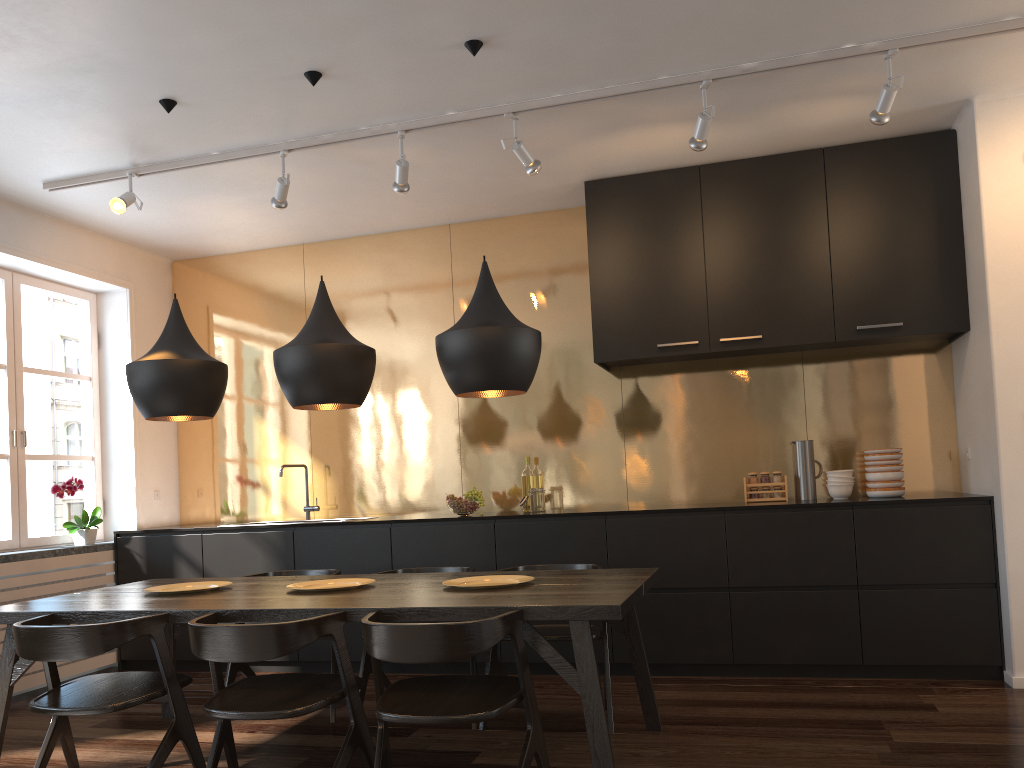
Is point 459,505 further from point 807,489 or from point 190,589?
point 807,489

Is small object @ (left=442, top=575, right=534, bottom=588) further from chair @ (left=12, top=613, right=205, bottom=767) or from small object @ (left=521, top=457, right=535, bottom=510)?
small object @ (left=521, top=457, right=535, bottom=510)

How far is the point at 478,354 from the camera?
3.24m

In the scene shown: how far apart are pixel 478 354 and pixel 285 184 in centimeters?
183cm

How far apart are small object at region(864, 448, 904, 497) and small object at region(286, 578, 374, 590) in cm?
284

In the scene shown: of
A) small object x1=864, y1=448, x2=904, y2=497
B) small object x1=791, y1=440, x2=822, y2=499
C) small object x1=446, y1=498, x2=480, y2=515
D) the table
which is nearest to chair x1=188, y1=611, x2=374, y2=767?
the table

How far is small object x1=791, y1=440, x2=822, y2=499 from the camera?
4.98m

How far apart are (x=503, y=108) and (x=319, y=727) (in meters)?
2.93

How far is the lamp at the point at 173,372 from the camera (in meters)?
3.61

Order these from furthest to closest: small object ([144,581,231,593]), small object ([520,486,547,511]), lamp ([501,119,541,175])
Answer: small object ([520,486,547,511]) → lamp ([501,119,541,175]) → small object ([144,581,231,593])
